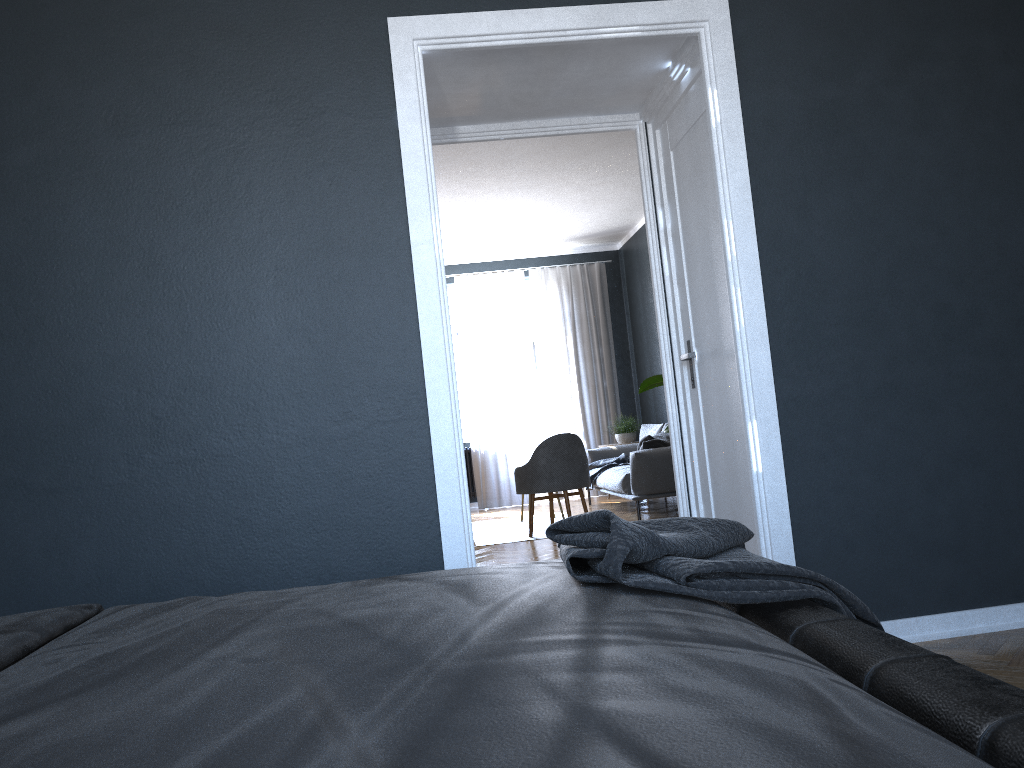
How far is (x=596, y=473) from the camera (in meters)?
8.71

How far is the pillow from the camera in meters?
7.5 m

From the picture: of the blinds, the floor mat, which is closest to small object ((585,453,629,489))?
the floor mat

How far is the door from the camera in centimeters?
340cm

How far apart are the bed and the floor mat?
5.3 meters

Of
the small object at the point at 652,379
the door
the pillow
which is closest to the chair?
the pillow

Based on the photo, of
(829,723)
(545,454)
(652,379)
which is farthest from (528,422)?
(829,723)

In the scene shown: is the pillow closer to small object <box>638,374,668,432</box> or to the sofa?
the sofa

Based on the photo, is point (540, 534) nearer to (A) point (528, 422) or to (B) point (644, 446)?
(B) point (644, 446)

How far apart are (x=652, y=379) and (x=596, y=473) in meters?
3.5
